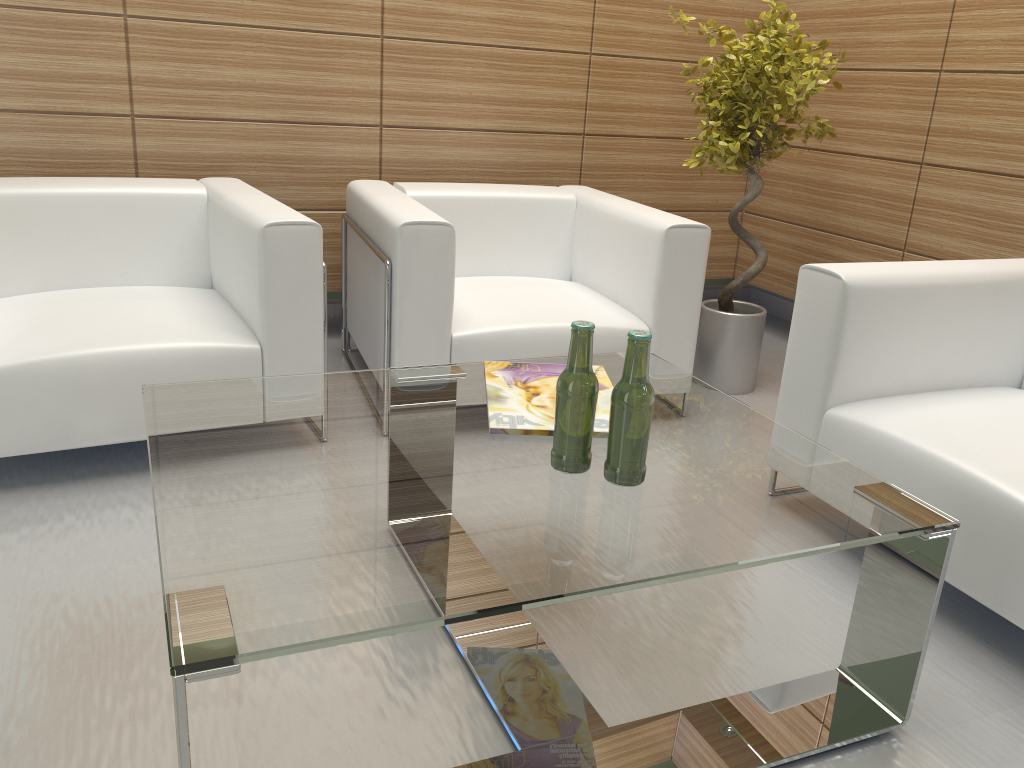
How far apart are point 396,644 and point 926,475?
2.1m

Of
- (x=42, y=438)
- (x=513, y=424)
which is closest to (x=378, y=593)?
(x=513, y=424)

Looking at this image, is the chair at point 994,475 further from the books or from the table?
the books

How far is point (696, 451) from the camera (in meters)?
3.01

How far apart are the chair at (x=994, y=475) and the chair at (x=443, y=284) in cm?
107

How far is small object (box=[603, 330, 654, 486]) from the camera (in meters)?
2.60

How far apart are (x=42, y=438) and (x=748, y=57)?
4.47m

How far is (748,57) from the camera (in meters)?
5.45

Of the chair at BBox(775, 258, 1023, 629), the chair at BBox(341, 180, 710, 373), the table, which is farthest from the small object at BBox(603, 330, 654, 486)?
the chair at BBox(341, 180, 710, 373)

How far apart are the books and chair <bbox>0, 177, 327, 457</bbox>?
1.17m
